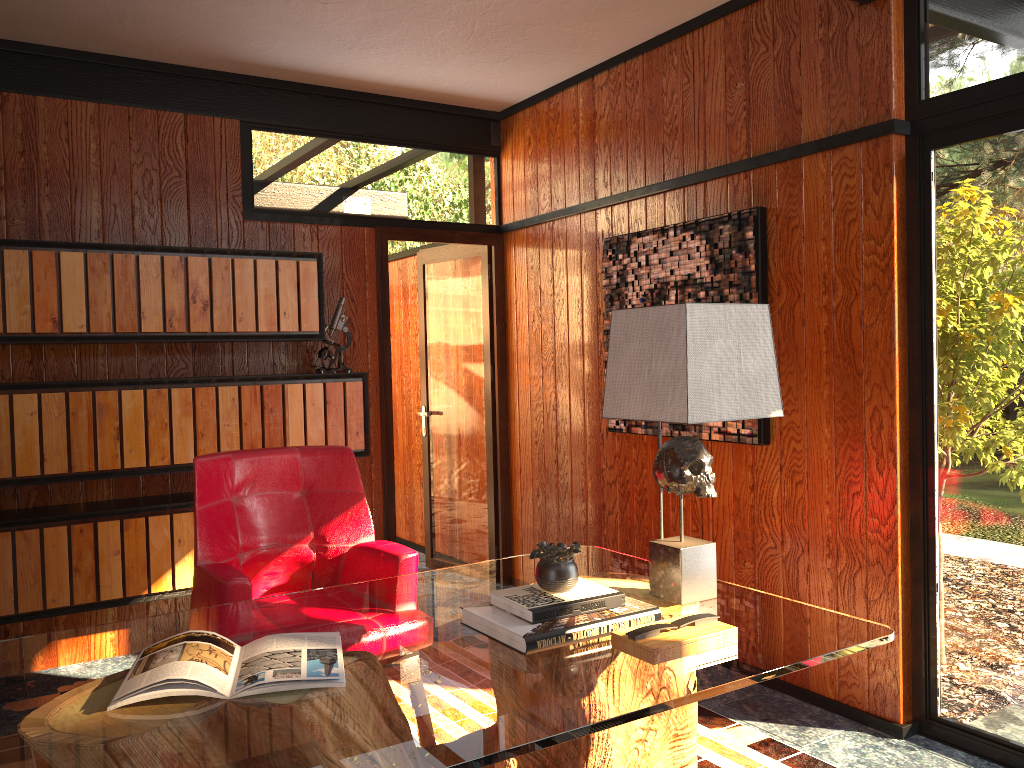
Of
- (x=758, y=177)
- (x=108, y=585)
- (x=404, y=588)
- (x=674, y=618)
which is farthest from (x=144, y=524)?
(x=758, y=177)

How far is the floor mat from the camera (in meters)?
2.70

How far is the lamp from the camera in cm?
203

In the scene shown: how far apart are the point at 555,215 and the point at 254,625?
2.8m

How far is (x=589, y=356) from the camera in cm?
420

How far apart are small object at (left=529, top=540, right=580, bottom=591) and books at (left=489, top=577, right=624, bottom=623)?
0.0 meters

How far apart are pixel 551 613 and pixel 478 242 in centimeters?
307cm

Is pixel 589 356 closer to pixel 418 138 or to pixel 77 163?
pixel 418 138

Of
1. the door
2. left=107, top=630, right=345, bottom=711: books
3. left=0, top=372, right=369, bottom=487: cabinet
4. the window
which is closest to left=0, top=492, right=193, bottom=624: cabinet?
left=0, top=372, right=369, bottom=487: cabinet

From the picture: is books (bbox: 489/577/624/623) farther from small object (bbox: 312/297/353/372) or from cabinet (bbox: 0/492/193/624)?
small object (bbox: 312/297/353/372)
